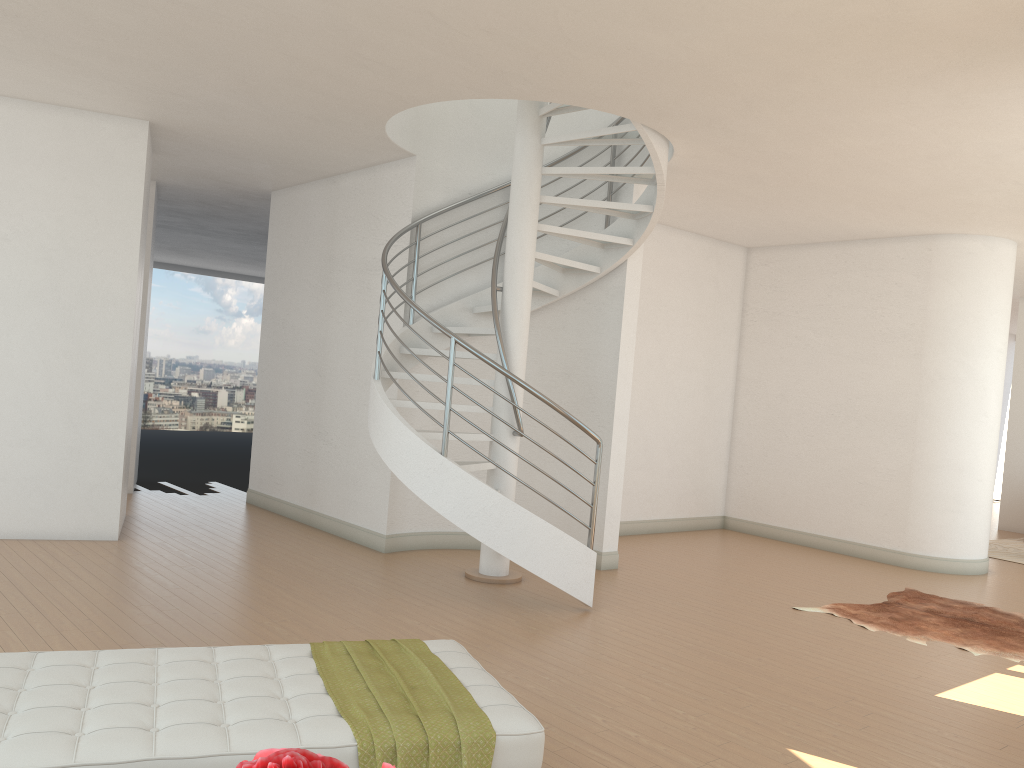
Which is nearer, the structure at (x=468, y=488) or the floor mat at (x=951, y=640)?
the structure at (x=468, y=488)

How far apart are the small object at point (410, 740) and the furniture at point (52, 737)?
0.0m

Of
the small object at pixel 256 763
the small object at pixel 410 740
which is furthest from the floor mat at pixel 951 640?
the small object at pixel 256 763

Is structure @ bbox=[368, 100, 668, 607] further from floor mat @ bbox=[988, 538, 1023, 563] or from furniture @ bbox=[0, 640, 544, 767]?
floor mat @ bbox=[988, 538, 1023, 563]

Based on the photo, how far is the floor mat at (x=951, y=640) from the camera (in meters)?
6.15

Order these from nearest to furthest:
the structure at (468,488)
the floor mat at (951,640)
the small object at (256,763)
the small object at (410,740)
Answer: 1. the small object at (256,763)
2. the small object at (410,740)
3. the structure at (468,488)
4. the floor mat at (951,640)

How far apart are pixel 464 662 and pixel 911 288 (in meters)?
7.54

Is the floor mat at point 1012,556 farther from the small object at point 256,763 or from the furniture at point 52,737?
the small object at point 256,763

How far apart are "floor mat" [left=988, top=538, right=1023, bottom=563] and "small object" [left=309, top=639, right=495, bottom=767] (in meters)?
9.08

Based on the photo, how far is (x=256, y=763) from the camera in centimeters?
93cm
